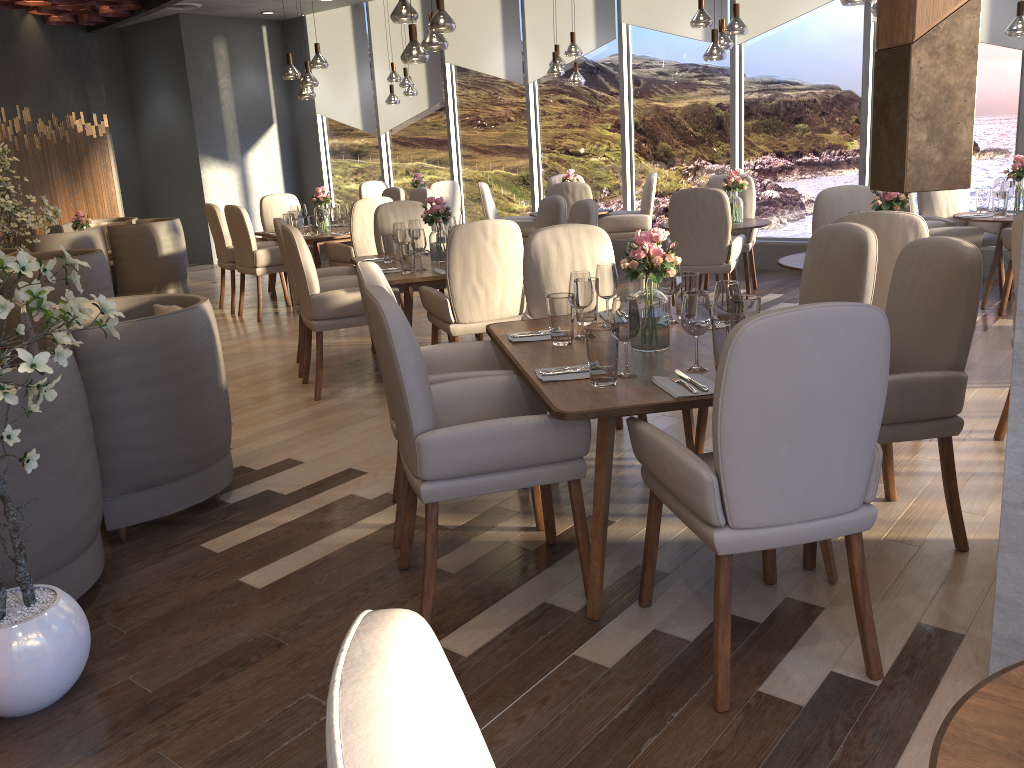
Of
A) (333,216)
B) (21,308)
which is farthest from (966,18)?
(333,216)

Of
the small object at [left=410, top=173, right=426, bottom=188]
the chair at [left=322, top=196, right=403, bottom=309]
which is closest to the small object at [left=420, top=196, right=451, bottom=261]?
the chair at [left=322, top=196, right=403, bottom=309]

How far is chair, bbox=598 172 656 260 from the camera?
8.5 meters

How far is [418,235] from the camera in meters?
5.2 m

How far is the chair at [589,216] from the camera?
5.4 meters

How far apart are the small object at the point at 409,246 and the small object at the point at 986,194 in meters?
4.2 m

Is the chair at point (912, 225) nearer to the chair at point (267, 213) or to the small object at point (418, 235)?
the small object at point (418, 235)

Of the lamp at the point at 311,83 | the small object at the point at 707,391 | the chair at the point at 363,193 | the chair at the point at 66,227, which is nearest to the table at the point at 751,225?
the lamp at the point at 311,83

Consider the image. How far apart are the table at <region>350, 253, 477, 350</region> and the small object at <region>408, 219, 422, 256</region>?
0.2m

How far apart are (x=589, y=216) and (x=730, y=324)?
2.9m
